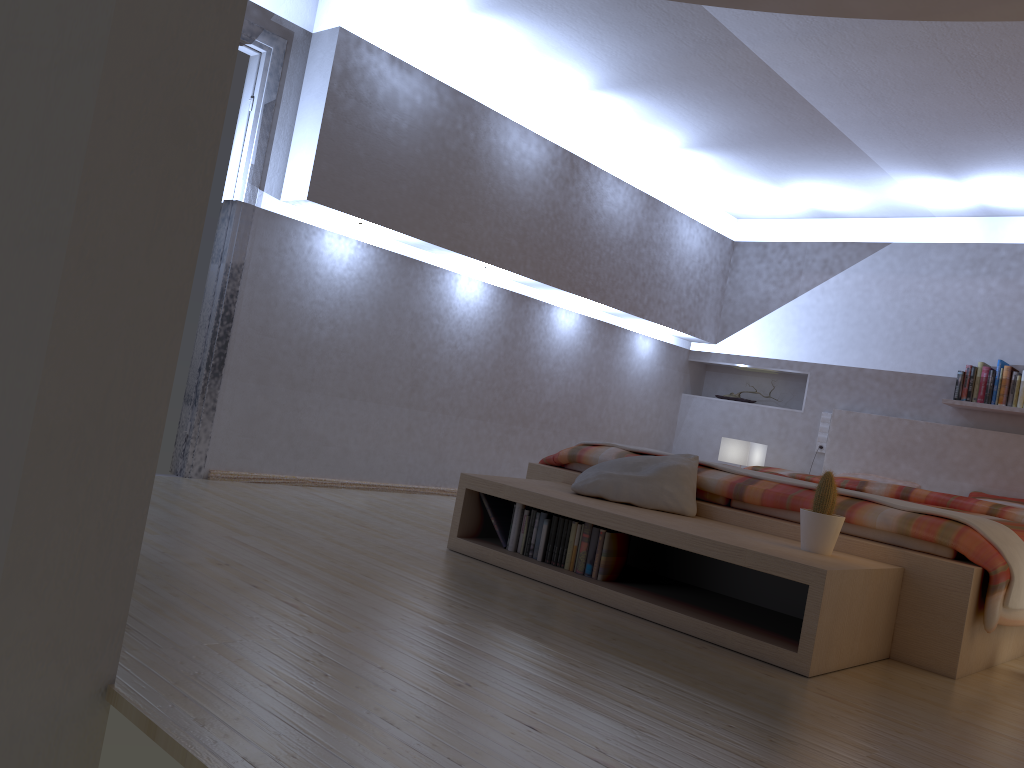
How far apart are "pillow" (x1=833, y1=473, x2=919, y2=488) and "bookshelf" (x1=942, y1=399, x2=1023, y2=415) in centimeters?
67cm

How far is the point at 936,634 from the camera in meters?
2.9 m

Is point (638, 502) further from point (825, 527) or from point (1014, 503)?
point (1014, 503)

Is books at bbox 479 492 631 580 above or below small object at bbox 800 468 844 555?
below

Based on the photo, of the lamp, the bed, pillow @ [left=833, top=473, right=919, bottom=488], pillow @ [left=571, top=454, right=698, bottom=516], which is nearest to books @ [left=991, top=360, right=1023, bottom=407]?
the bed

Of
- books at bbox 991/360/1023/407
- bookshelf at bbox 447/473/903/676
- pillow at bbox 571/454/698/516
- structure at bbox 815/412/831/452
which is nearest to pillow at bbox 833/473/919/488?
structure at bbox 815/412/831/452

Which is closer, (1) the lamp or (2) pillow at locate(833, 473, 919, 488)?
(2) pillow at locate(833, 473, 919, 488)

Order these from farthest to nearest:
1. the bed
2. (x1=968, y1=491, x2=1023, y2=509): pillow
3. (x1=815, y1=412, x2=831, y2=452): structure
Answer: (x1=815, y1=412, x2=831, y2=452): structure, (x1=968, y1=491, x2=1023, y2=509): pillow, the bed

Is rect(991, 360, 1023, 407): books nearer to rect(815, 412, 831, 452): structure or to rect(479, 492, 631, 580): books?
rect(815, 412, 831, 452): structure

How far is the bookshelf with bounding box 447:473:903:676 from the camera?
2.6 meters
